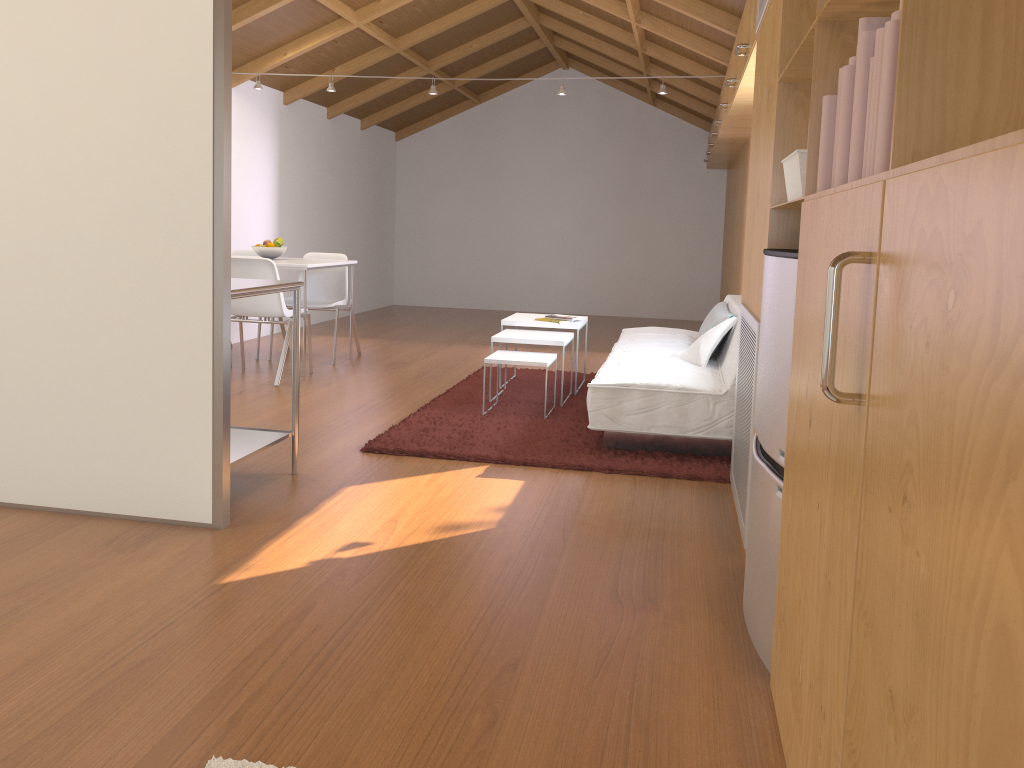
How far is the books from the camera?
1.3m

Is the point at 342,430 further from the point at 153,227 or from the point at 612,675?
the point at 612,675

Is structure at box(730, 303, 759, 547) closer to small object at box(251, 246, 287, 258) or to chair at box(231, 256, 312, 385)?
chair at box(231, 256, 312, 385)

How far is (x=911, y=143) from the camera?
1.1 meters

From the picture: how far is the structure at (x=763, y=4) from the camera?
3.1 meters

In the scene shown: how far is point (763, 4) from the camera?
3.1 meters

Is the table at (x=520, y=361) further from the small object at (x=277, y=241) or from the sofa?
the small object at (x=277, y=241)

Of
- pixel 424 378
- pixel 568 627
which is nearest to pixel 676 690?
pixel 568 627

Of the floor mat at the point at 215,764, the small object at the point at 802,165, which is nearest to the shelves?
the floor mat at the point at 215,764

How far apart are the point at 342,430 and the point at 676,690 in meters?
2.7 m
